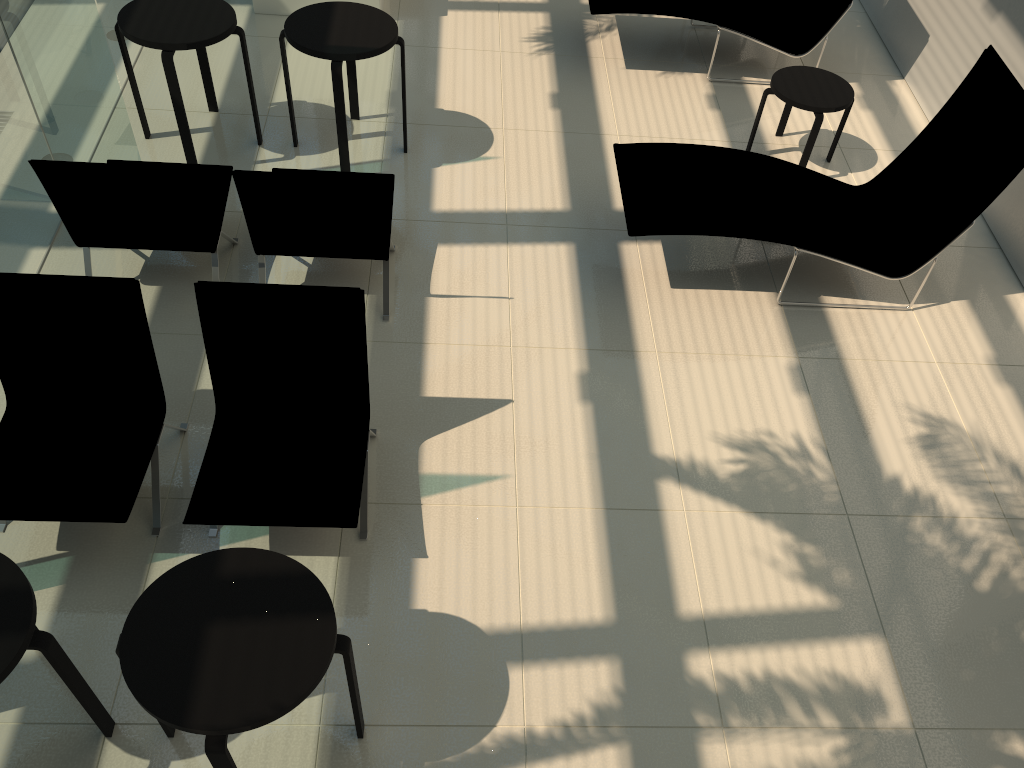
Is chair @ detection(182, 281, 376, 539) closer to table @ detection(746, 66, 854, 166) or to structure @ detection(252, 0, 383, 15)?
table @ detection(746, 66, 854, 166)

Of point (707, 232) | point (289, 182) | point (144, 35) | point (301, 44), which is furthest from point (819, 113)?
point (144, 35)

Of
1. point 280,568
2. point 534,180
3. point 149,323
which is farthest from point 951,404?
point 149,323

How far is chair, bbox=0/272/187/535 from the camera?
3.6m

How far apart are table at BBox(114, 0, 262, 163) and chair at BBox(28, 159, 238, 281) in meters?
0.5 m

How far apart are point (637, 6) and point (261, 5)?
3.16m

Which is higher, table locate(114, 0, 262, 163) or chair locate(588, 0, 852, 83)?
table locate(114, 0, 262, 163)

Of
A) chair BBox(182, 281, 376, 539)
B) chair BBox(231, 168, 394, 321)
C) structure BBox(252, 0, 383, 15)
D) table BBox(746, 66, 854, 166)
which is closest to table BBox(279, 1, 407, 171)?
chair BBox(231, 168, 394, 321)

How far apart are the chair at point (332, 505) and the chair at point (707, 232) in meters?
1.9 m

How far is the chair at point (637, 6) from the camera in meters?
6.9
